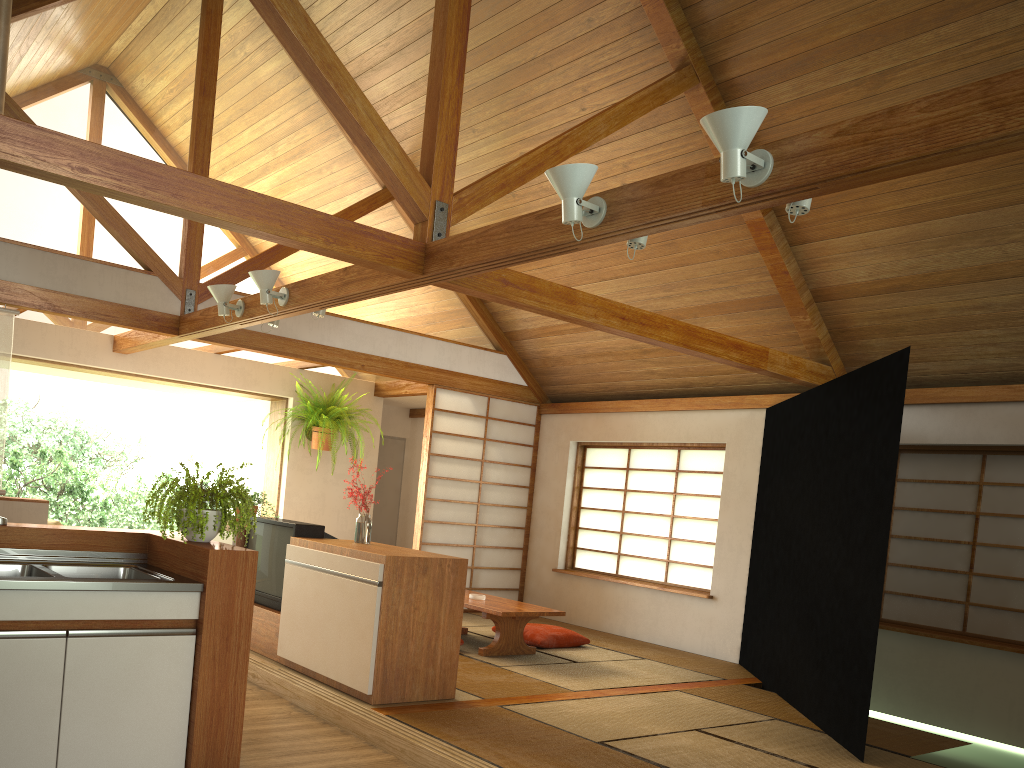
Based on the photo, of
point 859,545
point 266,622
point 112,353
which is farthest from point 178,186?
point 112,353

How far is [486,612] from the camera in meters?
5.9

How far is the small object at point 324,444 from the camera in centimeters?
812cm

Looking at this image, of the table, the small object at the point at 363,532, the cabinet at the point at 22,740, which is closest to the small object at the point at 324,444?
the table

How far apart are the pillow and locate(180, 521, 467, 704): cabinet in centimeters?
200cm

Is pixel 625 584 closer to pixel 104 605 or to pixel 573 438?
pixel 573 438

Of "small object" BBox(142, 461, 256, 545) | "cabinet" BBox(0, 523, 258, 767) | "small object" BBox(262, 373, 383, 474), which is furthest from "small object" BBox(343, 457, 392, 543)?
"small object" BBox(262, 373, 383, 474)

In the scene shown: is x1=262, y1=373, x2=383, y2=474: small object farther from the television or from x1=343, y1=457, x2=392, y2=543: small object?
x1=343, y1=457, x2=392, y2=543: small object

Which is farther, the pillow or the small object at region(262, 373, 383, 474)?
the small object at region(262, 373, 383, 474)

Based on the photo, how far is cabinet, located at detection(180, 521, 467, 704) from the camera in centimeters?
427cm
